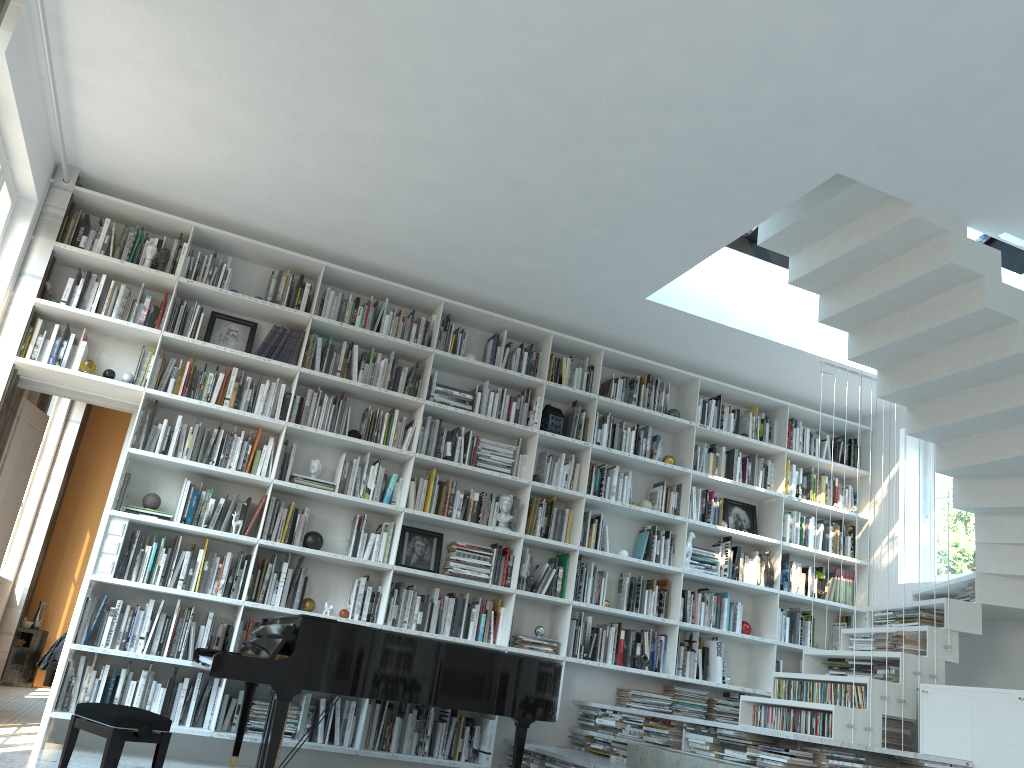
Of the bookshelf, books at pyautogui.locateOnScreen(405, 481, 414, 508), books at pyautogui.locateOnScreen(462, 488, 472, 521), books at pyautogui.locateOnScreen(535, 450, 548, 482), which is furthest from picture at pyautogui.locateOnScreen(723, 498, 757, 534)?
books at pyautogui.locateOnScreen(405, 481, 414, 508)

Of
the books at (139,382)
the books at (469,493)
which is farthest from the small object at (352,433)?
the books at (139,382)

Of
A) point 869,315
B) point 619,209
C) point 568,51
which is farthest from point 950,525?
point 568,51

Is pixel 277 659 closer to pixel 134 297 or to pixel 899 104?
pixel 134 297

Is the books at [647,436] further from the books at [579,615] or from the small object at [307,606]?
the small object at [307,606]

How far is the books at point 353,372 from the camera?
5.9m

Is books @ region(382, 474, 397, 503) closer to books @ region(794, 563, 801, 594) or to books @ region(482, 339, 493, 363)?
books @ region(482, 339, 493, 363)

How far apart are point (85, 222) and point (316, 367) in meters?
1.6 m

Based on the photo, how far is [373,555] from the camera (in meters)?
Result: 5.63

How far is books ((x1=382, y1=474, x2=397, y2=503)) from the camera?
5.8 meters
